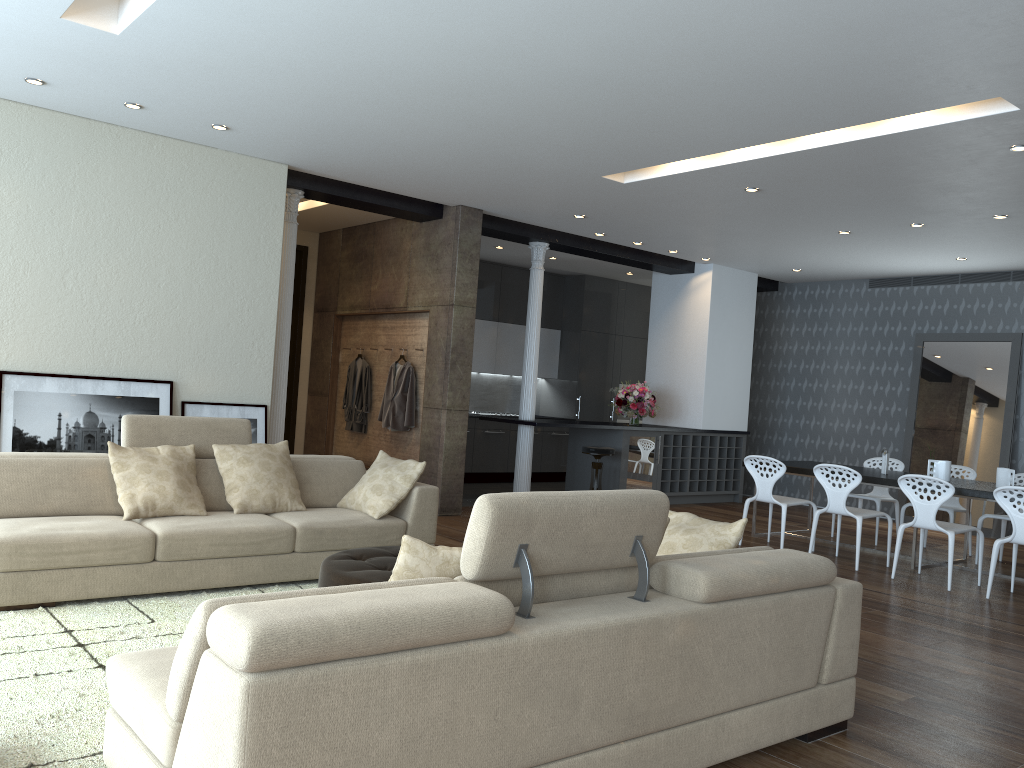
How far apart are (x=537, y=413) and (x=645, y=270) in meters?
2.8 m

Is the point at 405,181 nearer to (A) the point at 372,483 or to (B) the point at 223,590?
(A) the point at 372,483

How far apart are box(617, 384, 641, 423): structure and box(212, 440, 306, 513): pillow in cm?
815

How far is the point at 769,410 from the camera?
12.3m

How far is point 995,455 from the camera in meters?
9.9 m

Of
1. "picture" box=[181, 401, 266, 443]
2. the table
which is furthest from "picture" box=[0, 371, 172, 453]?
the table

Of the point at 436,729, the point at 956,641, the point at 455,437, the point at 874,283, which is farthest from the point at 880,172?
the point at 436,729

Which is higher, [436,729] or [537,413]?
[537,413]

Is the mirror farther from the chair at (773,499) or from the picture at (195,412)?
the picture at (195,412)

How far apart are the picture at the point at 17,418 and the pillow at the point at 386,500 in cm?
185
